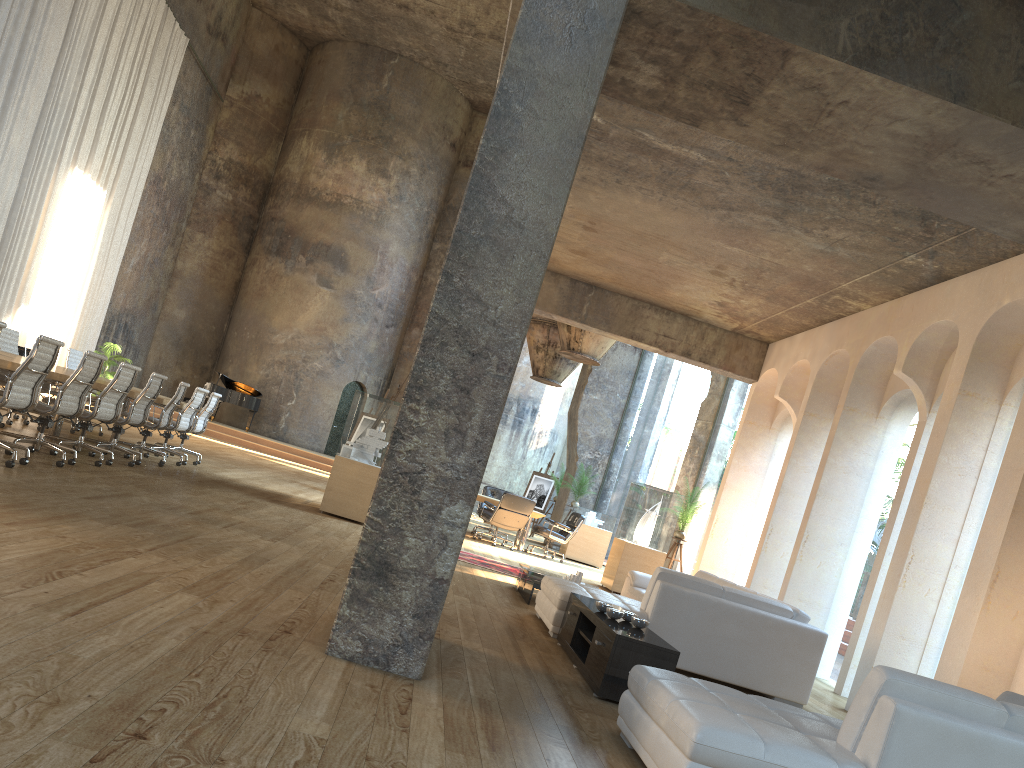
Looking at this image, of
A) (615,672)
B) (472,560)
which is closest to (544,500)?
(472,560)

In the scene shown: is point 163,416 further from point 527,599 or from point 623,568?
point 623,568

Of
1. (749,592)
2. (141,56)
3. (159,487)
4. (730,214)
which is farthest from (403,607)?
(141,56)

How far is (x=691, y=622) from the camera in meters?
6.3

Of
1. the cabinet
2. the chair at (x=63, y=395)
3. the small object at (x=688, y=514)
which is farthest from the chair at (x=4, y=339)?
the small object at (x=688, y=514)

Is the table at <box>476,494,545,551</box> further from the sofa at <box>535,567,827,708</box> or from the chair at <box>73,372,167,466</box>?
the chair at <box>73,372,167,466</box>

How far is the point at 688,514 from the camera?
12.4 meters

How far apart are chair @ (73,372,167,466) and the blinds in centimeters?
801cm

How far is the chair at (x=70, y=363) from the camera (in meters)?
11.77

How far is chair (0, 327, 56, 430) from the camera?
10.0m
